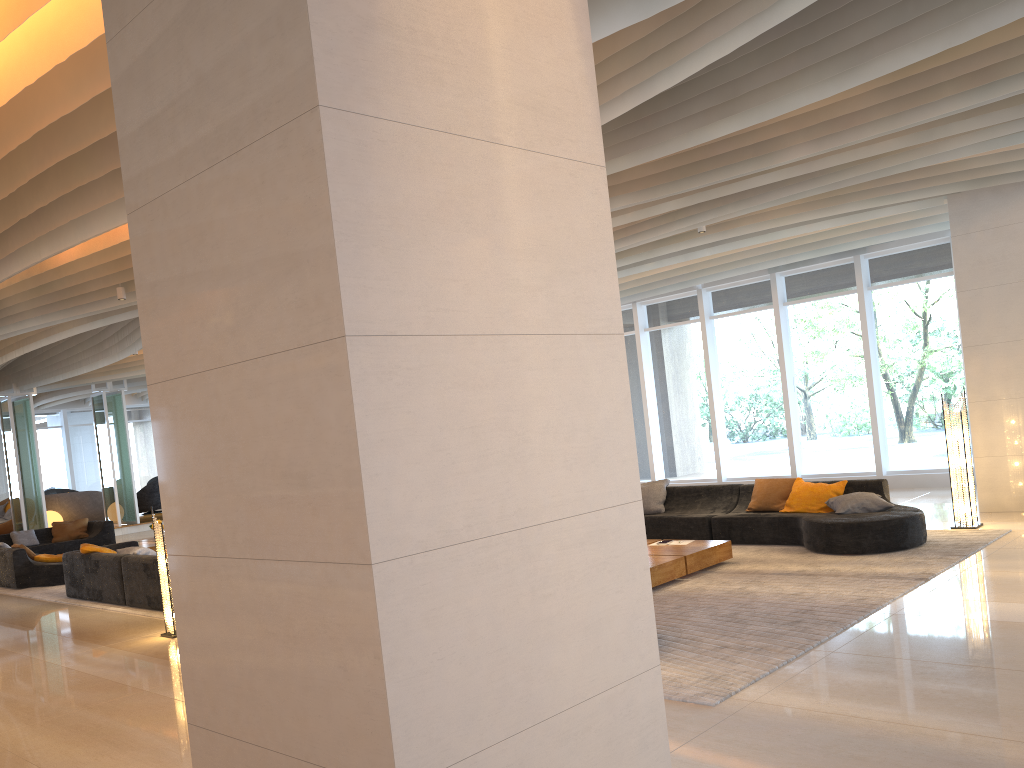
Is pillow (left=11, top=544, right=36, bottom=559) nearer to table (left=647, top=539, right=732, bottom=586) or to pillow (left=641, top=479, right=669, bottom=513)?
pillow (left=641, top=479, right=669, bottom=513)

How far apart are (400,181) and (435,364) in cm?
54

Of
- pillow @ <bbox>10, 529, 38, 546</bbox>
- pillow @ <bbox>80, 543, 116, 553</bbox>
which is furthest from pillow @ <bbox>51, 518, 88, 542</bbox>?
pillow @ <bbox>80, 543, 116, 553</bbox>

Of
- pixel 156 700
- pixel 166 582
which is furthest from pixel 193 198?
pixel 166 582

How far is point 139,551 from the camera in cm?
1030

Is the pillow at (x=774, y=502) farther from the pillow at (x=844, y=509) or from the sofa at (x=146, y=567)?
the sofa at (x=146, y=567)

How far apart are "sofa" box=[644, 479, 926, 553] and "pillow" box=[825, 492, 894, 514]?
0.1m

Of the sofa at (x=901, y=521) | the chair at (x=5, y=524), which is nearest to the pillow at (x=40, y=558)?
the sofa at (x=901, y=521)

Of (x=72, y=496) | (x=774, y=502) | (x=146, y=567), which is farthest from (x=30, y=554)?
(x=774, y=502)

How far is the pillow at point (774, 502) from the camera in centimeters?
965cm
